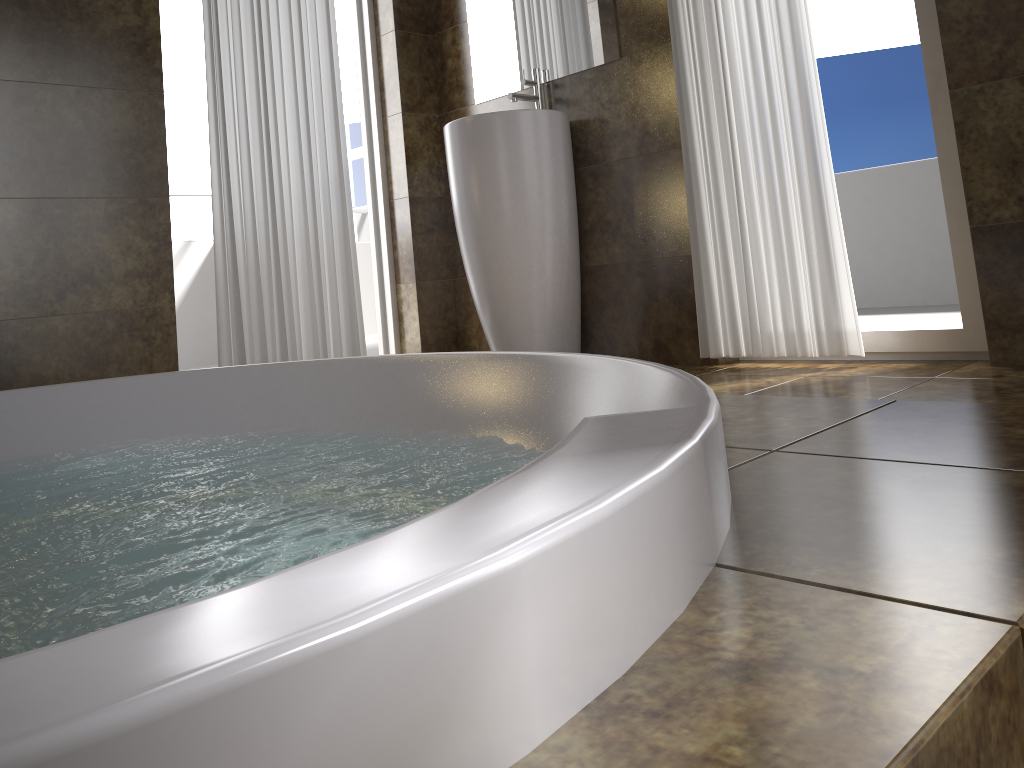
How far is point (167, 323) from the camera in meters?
2.9

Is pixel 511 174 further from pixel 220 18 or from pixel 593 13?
pixel 220 18

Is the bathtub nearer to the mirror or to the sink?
the sink

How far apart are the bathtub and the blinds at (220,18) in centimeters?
111cm

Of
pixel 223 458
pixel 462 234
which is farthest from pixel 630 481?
pixel 462 234

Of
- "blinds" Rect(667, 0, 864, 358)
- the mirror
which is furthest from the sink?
"blinds" Rect(667, 0, 864, 358)

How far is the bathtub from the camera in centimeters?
34cm

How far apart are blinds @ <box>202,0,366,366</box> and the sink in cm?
50

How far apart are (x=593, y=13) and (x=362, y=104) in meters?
1.1 m

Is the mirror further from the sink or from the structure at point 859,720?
the structure at point 859,720
